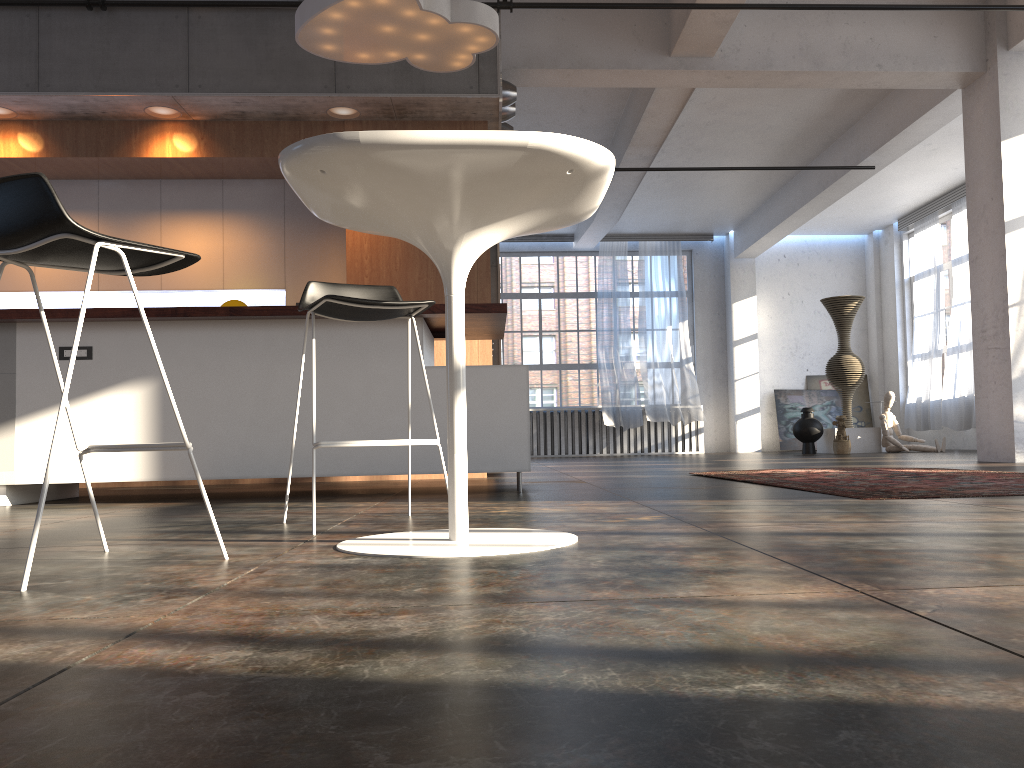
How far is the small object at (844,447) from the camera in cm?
1203

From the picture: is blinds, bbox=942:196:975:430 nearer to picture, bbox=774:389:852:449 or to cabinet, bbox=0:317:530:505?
picture, bbox=774:389:852:449

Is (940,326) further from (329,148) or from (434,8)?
(329,148)

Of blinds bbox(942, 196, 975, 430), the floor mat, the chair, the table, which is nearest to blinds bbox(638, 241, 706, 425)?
blinds bbox(942, 196, 975, 430)

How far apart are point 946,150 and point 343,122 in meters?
8.5 m

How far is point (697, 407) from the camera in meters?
15.2

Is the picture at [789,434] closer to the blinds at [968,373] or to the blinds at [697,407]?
the blinds at [697,407]

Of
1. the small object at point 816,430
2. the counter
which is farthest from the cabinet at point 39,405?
the small object at point 816,430

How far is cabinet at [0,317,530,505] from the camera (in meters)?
4.48

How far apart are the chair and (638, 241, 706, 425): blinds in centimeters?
1219cm
